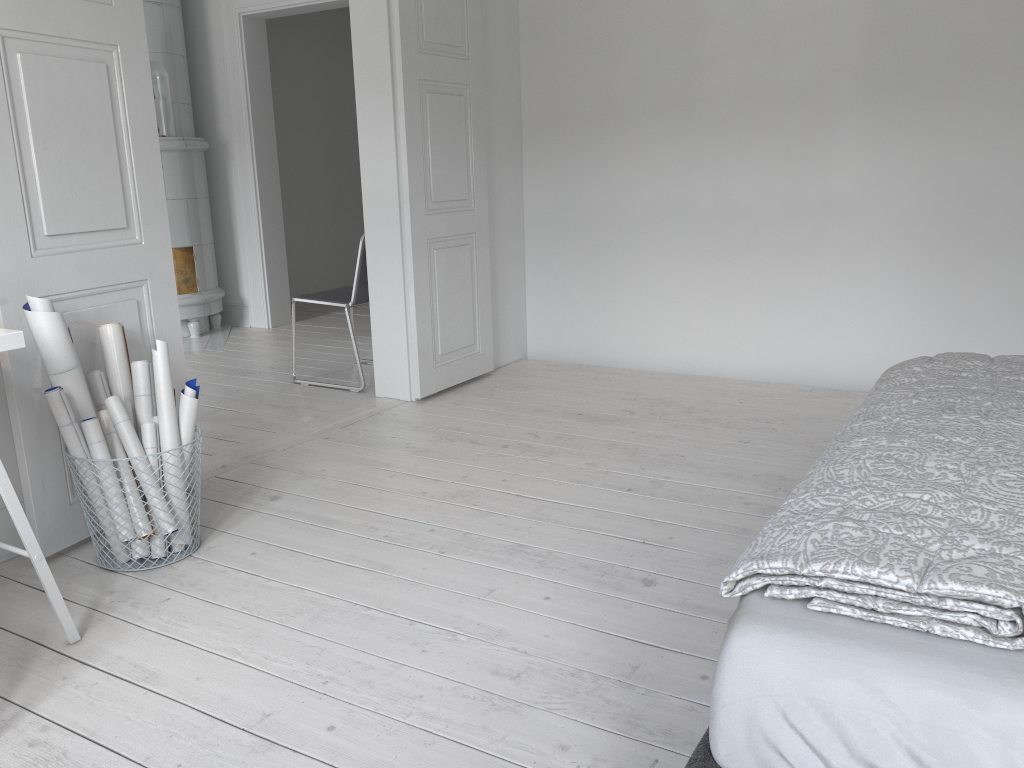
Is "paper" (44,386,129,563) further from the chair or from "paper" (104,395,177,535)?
the chair

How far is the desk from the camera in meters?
1.9

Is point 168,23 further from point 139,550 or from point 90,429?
point 139,550

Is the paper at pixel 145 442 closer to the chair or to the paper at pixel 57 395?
the paper at pixel 57 395

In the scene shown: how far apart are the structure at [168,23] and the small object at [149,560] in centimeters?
359cm

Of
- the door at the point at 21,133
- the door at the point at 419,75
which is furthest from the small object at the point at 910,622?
the door at the point at 419,75

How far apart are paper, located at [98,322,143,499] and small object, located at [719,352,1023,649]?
2.0m

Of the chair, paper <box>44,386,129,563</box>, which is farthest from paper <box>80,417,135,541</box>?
the chair

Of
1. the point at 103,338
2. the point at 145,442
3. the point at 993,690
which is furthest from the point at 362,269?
the point at 993,690

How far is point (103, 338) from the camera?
2.66m
